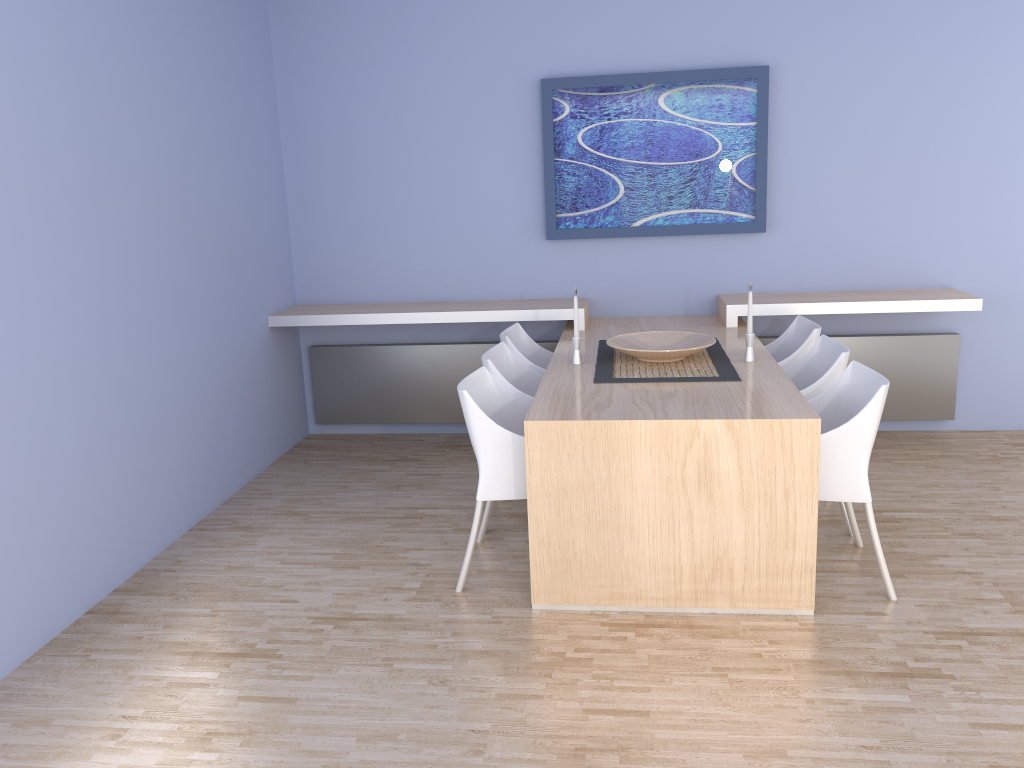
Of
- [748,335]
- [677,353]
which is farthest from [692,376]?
[748,335]

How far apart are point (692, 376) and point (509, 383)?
0.8m

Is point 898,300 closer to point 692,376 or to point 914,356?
point 914,356

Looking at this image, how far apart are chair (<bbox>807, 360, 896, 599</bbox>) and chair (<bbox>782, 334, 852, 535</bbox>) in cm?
15

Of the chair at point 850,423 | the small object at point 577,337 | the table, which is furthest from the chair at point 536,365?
the chair at point 850,423

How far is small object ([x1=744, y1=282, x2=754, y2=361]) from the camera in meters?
3.9

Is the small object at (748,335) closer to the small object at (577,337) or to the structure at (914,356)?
the small object at (577,337)

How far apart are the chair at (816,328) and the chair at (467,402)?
1.37m

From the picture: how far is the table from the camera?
3.03m

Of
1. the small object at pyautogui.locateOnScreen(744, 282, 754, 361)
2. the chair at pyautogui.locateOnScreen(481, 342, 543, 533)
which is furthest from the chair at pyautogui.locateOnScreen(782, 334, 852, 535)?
the chair at pyautogui.locateOnScreen(481, 342, 543, 533)
